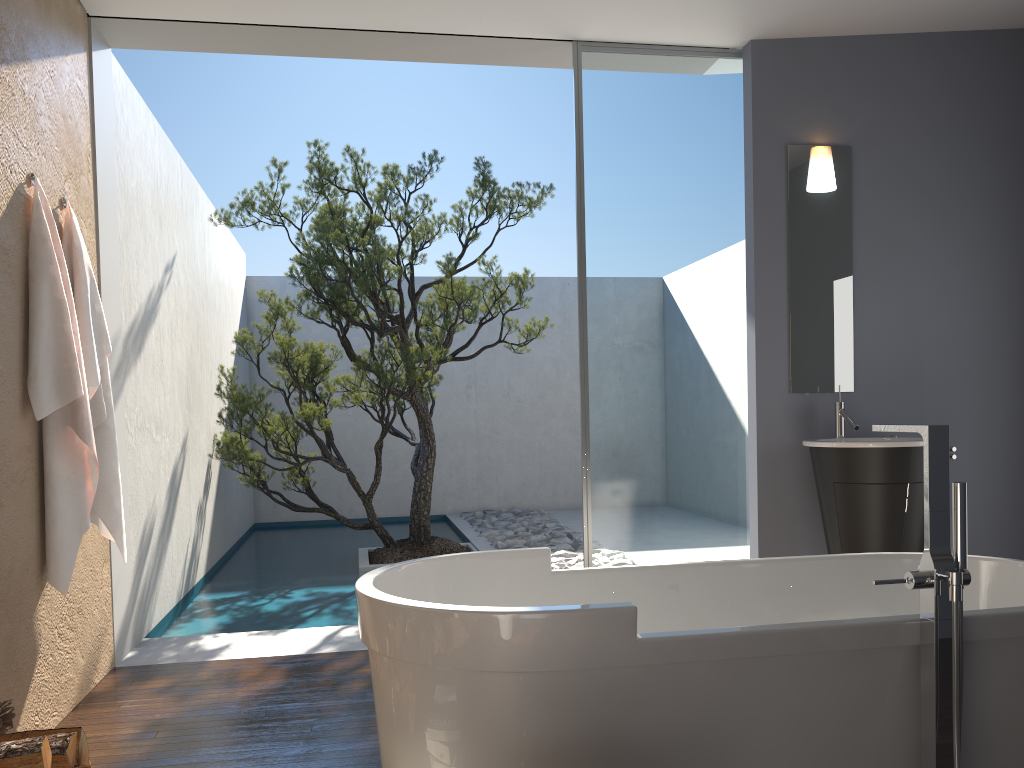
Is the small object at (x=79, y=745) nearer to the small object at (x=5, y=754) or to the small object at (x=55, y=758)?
the small object at (x=55, y=758)

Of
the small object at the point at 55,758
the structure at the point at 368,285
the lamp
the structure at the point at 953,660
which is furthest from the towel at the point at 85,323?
the lamp

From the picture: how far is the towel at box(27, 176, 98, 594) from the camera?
3.2 meters

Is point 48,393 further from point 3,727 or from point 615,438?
point 615,438

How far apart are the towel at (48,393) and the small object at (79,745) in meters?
1.0 m

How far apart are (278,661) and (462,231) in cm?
374

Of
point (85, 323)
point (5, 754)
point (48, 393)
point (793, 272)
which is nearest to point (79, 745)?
point (5, 754)

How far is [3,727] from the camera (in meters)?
2.20

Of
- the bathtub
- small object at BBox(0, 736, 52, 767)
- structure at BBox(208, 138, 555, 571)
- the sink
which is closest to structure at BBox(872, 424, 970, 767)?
the bathtub

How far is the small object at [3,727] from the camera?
2.2m
